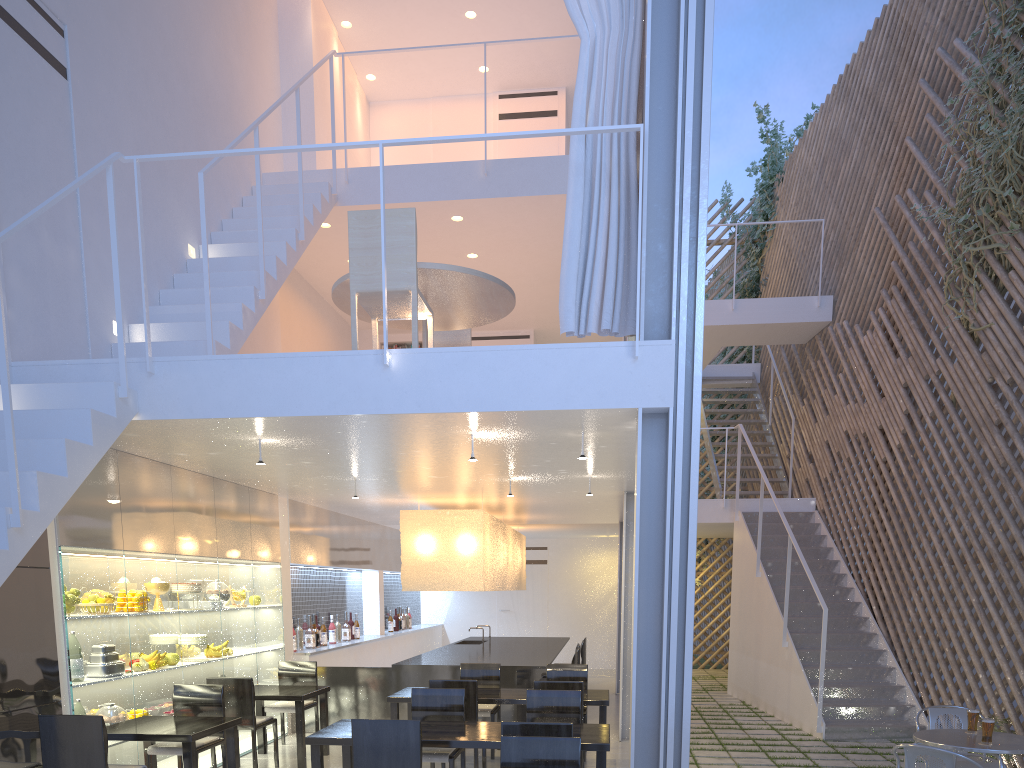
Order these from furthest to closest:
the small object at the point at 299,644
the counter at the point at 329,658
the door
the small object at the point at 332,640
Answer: the door, the small object at the point at 332,640, the counter at the point at 329,658, the small object at the point at 299,644

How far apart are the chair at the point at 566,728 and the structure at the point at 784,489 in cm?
464

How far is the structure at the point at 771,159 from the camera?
7.8m

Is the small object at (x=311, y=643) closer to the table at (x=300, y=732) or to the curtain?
the table at (x=300, y=732)

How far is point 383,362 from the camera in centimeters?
237cm

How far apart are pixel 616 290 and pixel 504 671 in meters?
2.2

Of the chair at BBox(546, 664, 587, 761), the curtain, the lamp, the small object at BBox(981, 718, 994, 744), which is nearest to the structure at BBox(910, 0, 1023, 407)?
the curtain

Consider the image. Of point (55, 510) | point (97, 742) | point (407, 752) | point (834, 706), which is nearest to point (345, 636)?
point (834, 706)

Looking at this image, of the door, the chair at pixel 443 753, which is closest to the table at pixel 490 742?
the chair at pixel 443 753

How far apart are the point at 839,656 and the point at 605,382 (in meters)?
2.96
